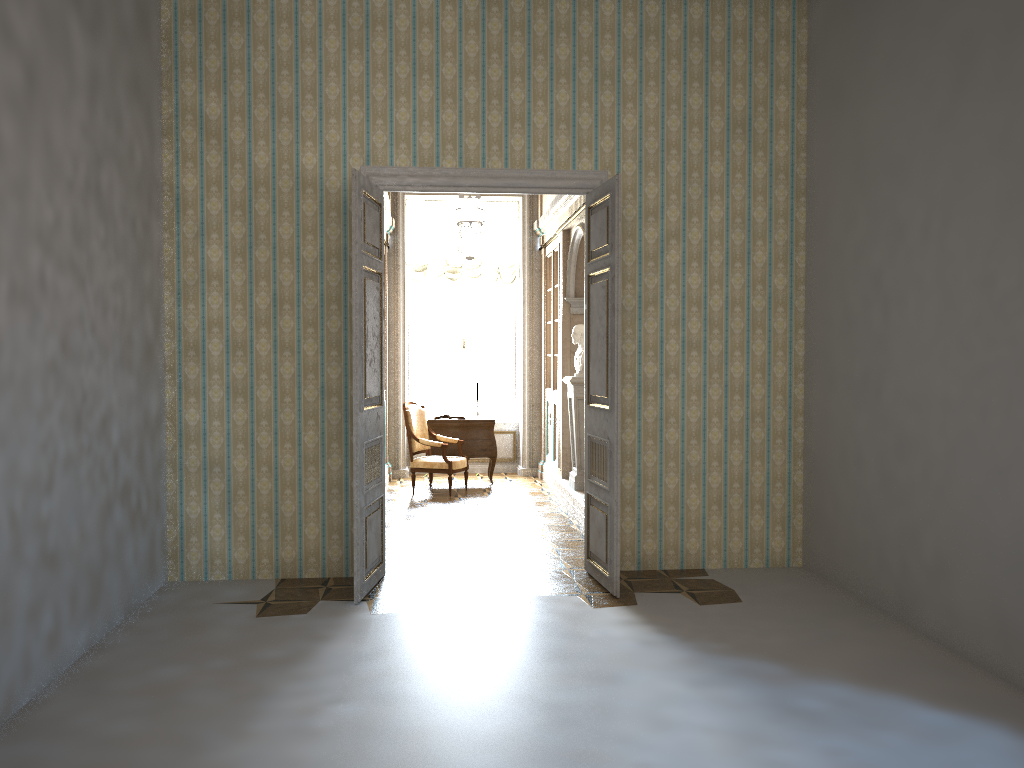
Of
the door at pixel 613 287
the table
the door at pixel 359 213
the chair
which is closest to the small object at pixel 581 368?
the chair

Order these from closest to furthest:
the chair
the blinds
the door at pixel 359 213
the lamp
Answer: the door at pixel 359 213
the lamp
the chair
the blinds

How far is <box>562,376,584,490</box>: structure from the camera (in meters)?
8.64

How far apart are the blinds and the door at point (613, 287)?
5.4m

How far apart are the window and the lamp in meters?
0.9

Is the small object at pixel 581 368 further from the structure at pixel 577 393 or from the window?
the window

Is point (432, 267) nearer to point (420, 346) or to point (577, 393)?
point (420, 346)

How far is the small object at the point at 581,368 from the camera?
8.7 meters

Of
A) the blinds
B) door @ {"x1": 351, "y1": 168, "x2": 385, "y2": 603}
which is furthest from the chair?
door @ {"x1": 351, "y1": 168, "x2": 385, "y2": 603}

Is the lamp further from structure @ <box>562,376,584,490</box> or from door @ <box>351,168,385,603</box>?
structure @ <box>562,376,584,490</box>
